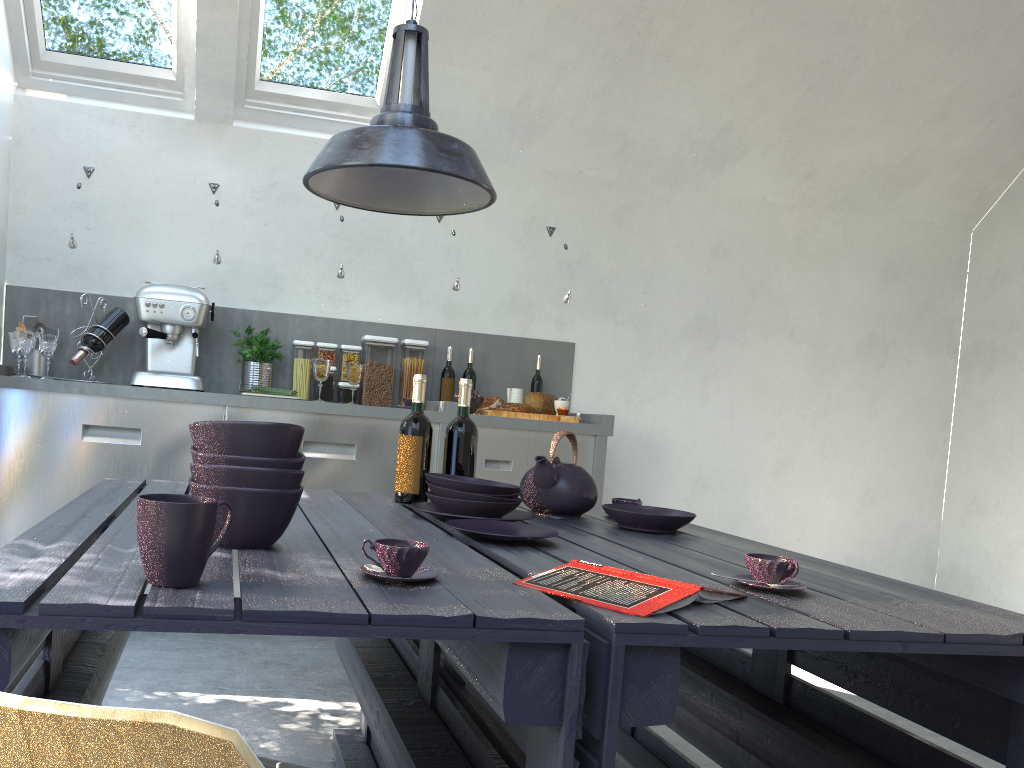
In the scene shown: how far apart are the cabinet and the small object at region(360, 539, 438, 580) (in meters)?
2.60

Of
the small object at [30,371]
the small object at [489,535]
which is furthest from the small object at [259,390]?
the small object at [489,535]

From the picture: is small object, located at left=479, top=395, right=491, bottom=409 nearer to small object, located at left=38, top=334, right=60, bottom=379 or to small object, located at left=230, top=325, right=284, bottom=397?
small object, located at left=230, top=325, right=284, bottom=397

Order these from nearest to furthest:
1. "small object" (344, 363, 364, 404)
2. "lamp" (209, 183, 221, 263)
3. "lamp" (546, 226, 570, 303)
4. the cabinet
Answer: the cabinet → "lamp" (209, 183, 221, 263) → "small object" (344, 363, 364, 404) → "lamp" (546, 226, 570, 303)

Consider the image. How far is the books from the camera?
1.2 meters

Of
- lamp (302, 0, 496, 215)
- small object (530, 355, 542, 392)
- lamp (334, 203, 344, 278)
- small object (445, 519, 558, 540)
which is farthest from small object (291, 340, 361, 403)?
small object (445, 519, 558, 540)

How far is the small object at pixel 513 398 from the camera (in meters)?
4.36

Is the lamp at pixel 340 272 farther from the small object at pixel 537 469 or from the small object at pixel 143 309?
the small object at pixel 537 469

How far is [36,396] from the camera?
3.5m

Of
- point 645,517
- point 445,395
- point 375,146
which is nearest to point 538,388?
point 445,395
